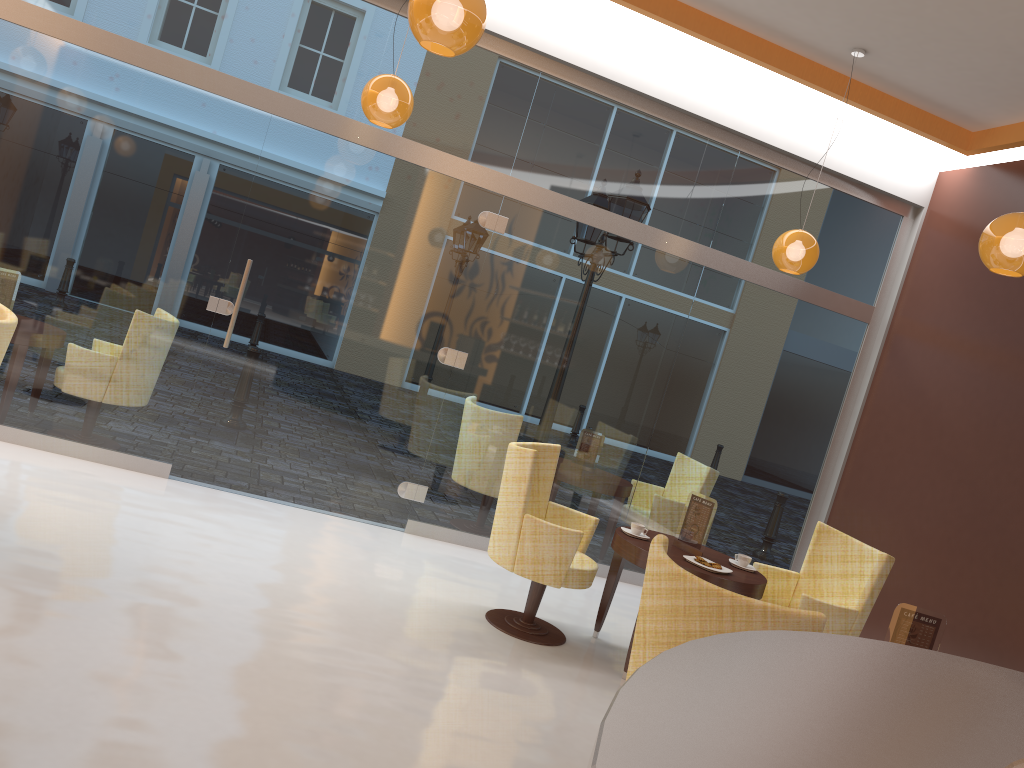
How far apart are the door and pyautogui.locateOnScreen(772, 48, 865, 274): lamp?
1.9m

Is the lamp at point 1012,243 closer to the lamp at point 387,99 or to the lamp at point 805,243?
the lamp at point 805,243

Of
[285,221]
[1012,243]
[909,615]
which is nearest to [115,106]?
[285,221]

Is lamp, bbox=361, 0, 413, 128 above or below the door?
above

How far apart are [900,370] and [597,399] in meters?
2.4

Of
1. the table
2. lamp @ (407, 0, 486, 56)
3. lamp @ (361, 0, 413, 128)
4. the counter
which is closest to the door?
lamp @ (361, 0, 413, 128)

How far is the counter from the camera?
1.2m

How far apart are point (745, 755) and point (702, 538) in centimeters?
391cm

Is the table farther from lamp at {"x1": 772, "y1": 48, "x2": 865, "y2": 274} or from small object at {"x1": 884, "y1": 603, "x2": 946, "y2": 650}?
lamp at {"x1": 772, "y1": 48, "x2": 865, "y2": 274}

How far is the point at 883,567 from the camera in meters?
4.8 m
